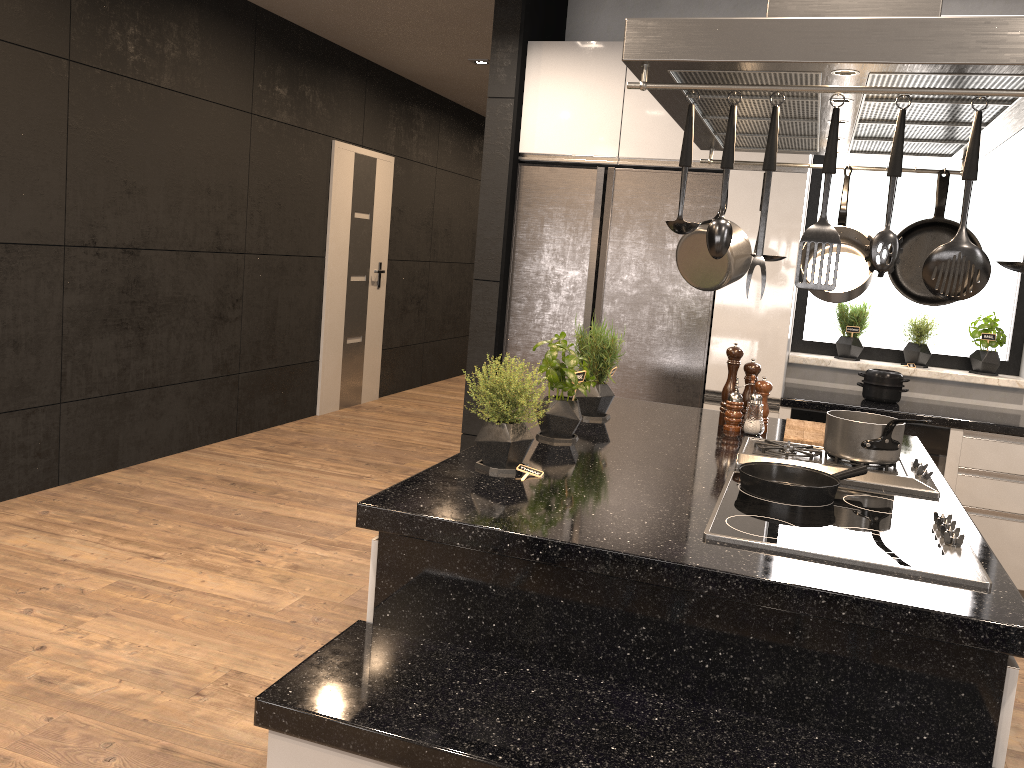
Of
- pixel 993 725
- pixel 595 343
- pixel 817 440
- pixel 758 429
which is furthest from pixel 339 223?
pixel 993 725

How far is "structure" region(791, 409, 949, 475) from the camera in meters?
3.8

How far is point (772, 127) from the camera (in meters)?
1.53

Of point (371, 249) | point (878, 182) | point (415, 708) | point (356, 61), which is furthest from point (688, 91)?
point (371, 249)

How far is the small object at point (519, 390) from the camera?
2.1 meters

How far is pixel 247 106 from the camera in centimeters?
547cm

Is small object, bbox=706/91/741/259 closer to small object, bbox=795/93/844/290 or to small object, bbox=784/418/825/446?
small object, bbox=795/93/844/290

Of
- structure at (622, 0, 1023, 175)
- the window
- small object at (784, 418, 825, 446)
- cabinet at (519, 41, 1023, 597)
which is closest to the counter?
cabinet at (519, 41, 1023, 597)

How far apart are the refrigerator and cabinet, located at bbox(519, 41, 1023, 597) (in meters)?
0.03

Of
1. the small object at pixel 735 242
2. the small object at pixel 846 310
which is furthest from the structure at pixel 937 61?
the small object at pixel 846 310
